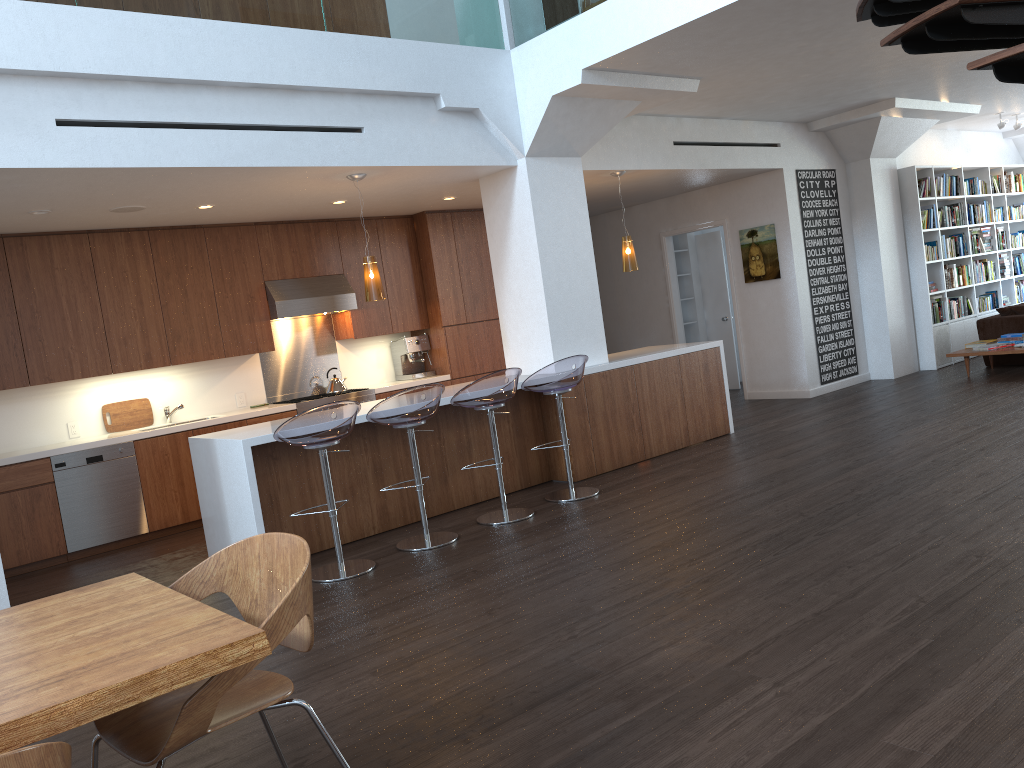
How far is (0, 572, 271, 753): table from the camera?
1.7m

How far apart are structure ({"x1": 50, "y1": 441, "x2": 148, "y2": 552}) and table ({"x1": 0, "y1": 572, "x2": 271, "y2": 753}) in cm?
456

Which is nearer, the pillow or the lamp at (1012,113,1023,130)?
the pillow

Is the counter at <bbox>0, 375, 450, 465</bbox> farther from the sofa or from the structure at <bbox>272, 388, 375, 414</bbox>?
the sofa

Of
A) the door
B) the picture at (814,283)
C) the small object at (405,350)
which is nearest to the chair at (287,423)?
the small object at (405,350)

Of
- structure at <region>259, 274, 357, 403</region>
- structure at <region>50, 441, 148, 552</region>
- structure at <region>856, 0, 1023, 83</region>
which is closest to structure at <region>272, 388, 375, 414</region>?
structure at <region>259, 274, 357, 403</region>

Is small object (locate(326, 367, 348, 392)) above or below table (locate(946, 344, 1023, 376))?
above

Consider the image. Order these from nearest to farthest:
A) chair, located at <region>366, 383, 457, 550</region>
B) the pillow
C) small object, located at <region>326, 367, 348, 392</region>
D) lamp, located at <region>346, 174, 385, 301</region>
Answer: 1. chair, located at <region>366, 383, 457, 550</region>
2. lamp, located at <region>346, 174, 385, 301</region>
3. small object, located at <region>326, 367, 348, 392</region>
4. the pillow

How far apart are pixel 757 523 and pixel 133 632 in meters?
3.7

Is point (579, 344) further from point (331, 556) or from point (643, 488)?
point (331, 556)
